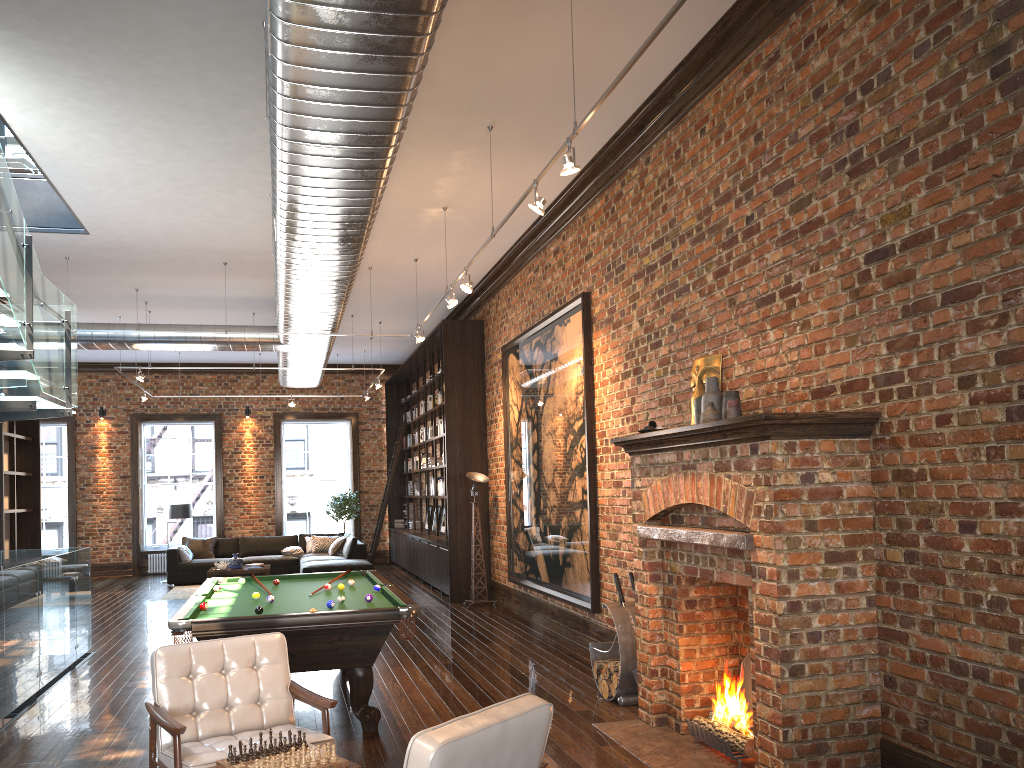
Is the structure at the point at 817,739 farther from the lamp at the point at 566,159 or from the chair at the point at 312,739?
the chair at the point at 312,739

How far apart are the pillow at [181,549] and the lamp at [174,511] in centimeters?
62cm

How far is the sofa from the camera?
14.67m

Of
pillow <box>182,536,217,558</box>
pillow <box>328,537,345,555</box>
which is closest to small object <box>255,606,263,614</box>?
pillow <box>328,537,345,555</box>

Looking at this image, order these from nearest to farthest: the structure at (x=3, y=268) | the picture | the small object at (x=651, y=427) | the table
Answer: the small object at (x=651, y=427)
the structure at (x=3, y=268)
the picture
the table

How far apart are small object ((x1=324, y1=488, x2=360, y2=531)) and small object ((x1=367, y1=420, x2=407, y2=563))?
0.9m

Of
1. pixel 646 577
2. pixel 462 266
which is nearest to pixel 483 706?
pixel 646 577

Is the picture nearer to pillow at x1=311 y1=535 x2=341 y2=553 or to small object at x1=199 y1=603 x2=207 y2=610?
small object at x1=199 y1=603 x2=207 y2=610

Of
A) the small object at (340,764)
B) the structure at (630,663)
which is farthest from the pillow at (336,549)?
the small object at (340,764)

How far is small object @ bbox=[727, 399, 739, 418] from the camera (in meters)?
5.27
